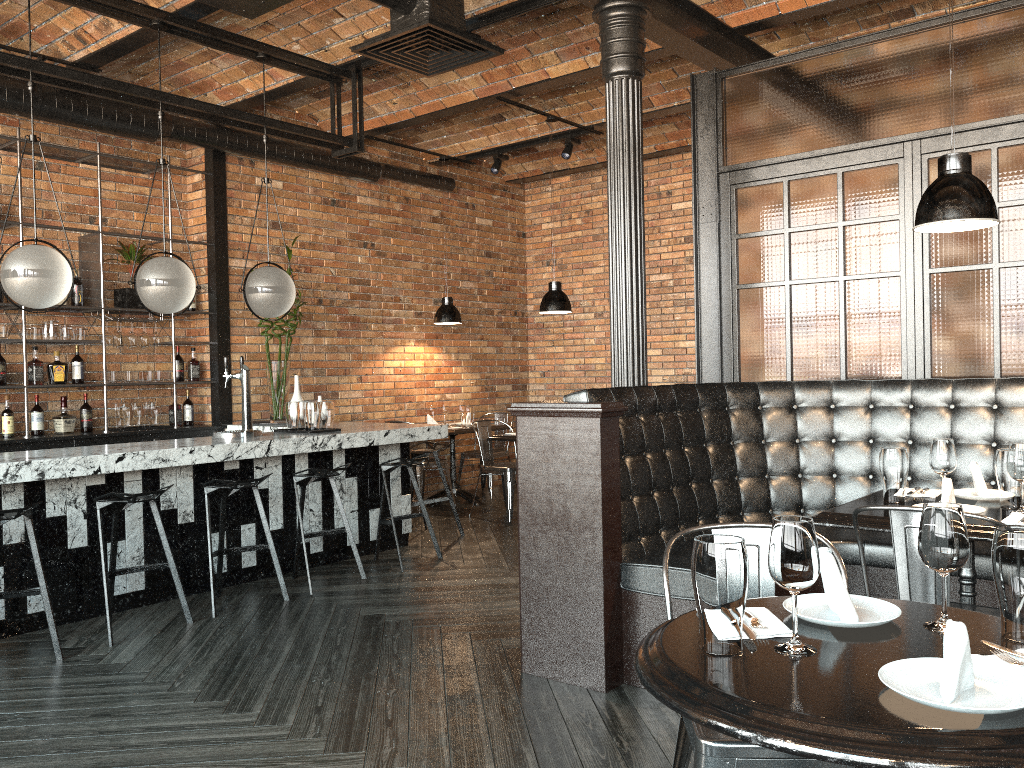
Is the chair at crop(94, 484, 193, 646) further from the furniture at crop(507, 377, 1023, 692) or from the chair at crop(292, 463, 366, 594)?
the furniture at crop(507, 377, 1023, 692)

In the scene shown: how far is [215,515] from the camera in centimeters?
537cm

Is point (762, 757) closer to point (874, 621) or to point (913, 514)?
point (874, 621)

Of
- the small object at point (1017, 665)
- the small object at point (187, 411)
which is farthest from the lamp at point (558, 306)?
the small object at point (1017, 665)

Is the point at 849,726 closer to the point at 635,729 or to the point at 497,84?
the point at 635,729

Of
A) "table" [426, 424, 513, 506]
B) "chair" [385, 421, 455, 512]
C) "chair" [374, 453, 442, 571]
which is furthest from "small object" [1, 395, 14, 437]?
"table" [426, 424, 513, 506]

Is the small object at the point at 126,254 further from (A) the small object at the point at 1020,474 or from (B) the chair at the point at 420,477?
(A) the small object at the point at 1020,474

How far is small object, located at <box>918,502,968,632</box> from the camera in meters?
1.7

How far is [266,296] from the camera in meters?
5.7 m

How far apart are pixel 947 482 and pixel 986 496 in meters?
0.5 m
